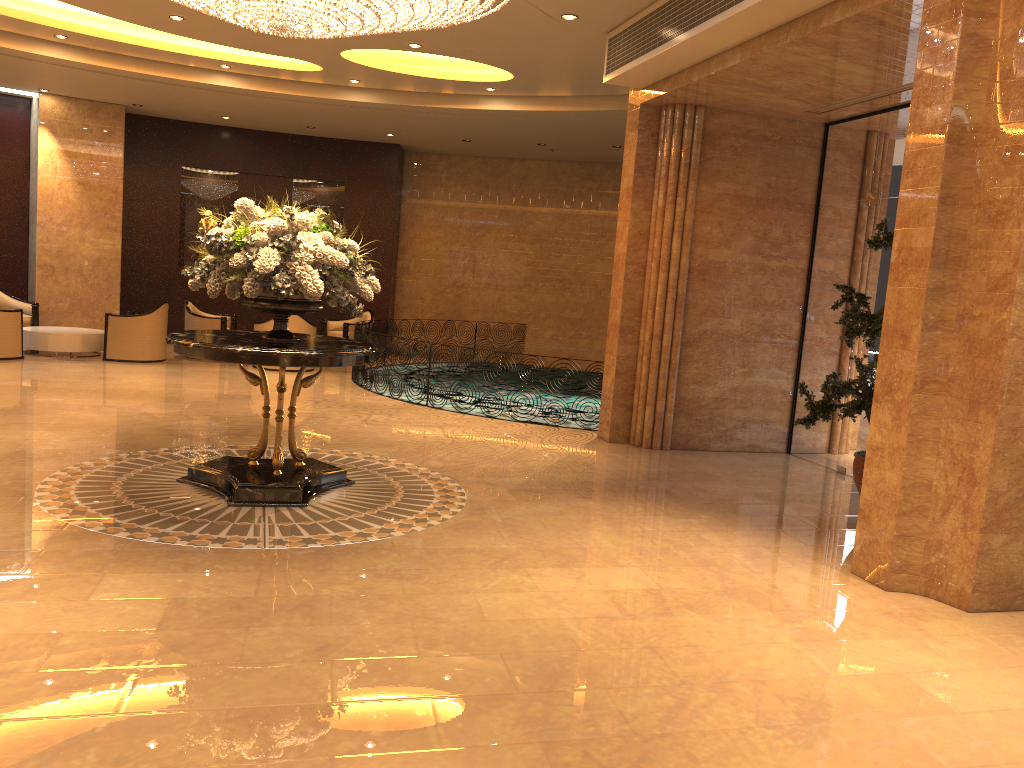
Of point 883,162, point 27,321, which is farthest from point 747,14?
point 27,321

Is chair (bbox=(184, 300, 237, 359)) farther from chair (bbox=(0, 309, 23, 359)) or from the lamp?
the lamp

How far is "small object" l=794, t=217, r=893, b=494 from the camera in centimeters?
639cm

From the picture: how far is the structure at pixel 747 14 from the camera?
6.4m

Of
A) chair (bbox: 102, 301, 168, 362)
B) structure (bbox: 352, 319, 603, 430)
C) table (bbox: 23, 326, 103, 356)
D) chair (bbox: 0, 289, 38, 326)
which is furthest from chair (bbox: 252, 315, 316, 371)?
chair (bbox: 0, 289, 38, 326)

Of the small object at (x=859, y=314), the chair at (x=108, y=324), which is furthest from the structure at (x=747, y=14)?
the chair at (x=108, y=324)

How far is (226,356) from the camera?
5.78m

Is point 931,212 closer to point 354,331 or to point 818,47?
point 818,47

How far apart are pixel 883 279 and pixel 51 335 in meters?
11.2

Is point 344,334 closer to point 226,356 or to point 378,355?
point 378,355
